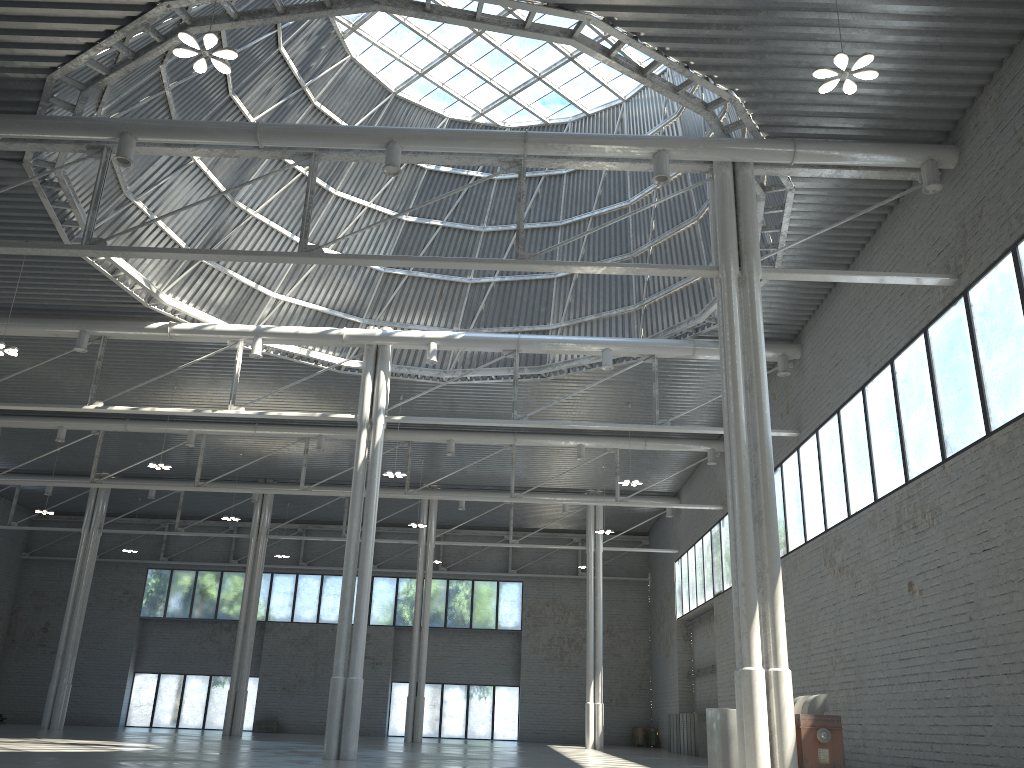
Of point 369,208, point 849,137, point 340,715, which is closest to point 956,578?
point 849,137

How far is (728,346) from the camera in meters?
21.4 m
